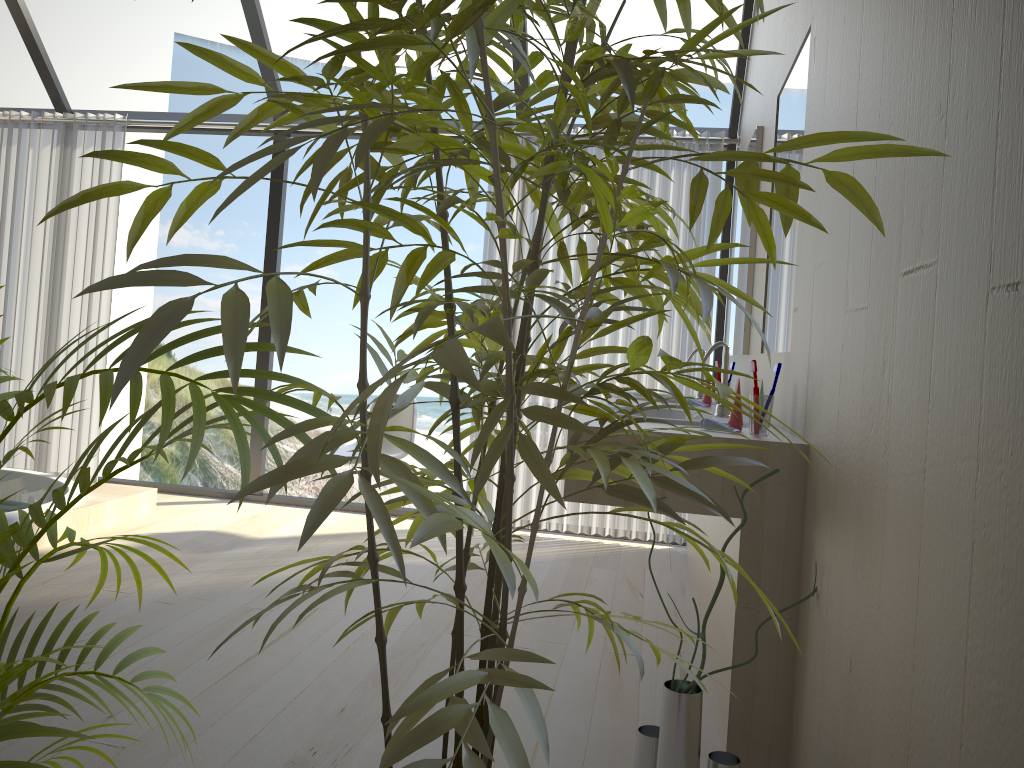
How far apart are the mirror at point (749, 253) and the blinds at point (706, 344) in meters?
0.6

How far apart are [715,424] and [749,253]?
1.4m

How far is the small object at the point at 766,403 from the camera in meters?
2.1

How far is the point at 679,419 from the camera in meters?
2.3 m

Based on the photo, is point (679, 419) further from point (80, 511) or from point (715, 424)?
point (80, 511)

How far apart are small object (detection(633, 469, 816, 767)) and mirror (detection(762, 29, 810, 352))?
0.9m

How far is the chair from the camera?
4.3 meters

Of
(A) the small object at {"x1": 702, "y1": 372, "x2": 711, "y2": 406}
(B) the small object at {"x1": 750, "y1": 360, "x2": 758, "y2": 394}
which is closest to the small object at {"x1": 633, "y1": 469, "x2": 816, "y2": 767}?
(B) the small object at {"x1": 750, "y1": 360, "x2": 758, "y2": 394}

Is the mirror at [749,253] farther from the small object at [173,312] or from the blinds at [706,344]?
the small object at [173,312]

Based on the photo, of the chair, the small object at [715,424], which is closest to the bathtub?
the chair
